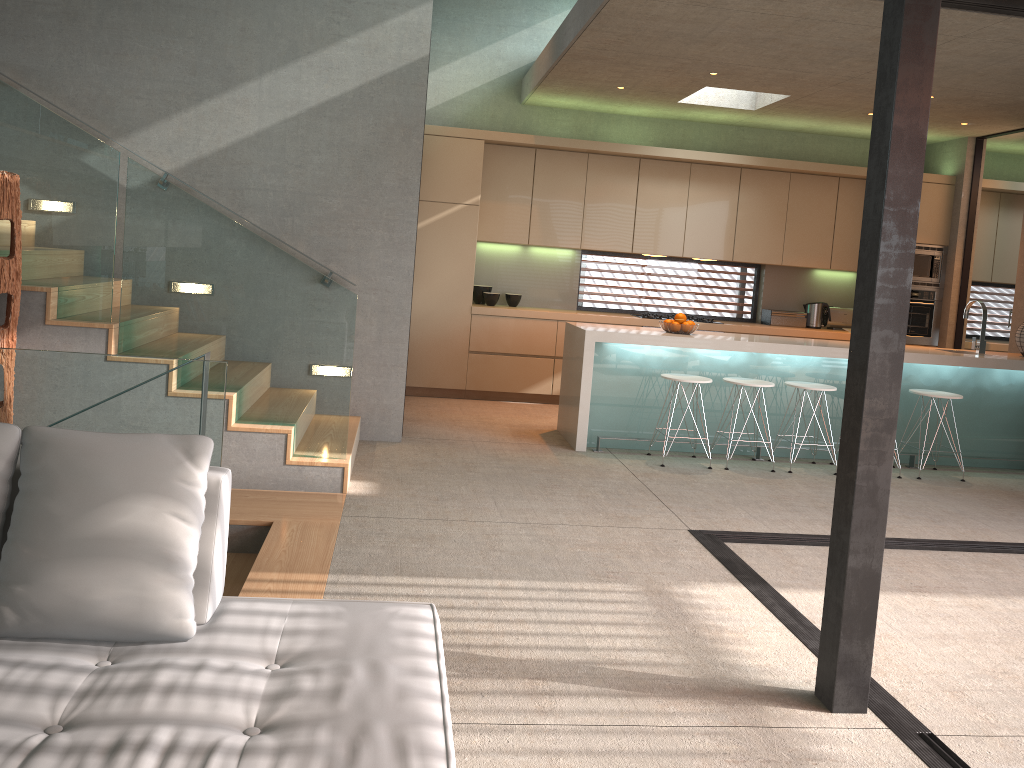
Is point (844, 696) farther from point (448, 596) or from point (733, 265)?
point (733, 265)

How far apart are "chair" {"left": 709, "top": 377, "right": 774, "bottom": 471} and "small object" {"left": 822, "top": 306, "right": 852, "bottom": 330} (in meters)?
3.21

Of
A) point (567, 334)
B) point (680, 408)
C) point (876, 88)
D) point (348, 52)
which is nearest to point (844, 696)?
point (876, 88)

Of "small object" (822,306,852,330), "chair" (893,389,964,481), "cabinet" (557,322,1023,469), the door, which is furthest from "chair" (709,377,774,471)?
the door

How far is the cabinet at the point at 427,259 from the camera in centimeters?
828cm

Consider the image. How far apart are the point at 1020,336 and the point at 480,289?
4.80m

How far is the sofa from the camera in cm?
173

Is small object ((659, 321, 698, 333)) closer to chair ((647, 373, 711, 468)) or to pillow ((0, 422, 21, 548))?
chair ((647, 373, 711, 468))

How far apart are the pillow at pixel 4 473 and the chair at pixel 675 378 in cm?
472

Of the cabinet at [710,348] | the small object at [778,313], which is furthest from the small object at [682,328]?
the small object at [778,313]
